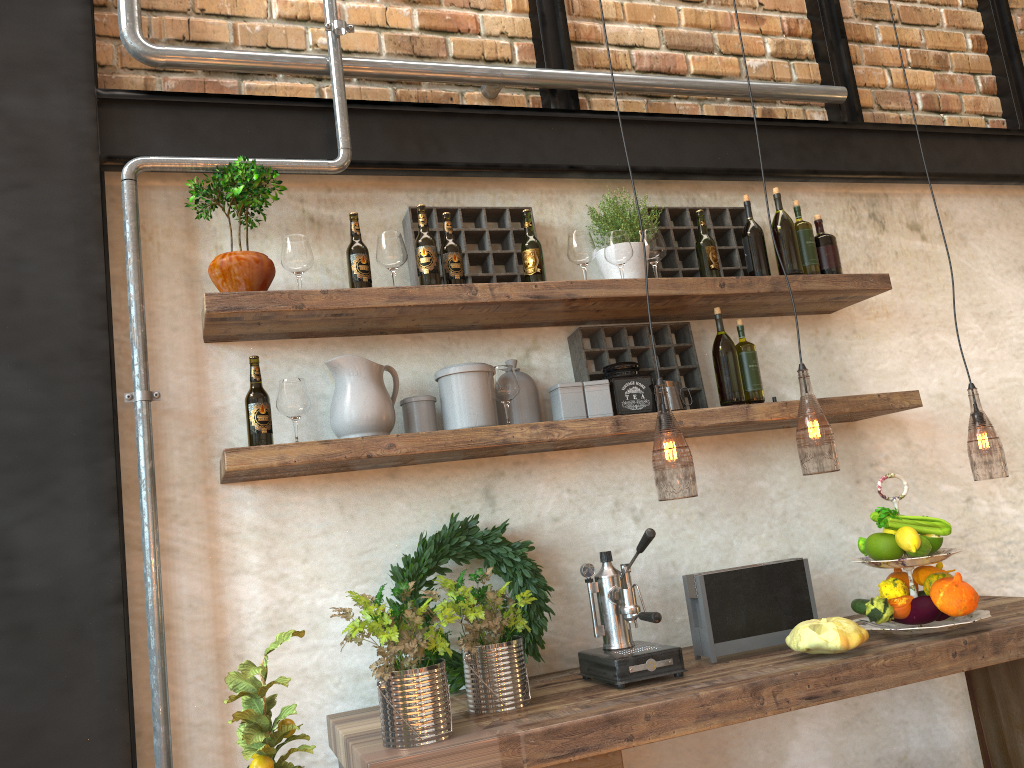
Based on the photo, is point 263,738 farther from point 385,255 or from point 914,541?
point 914,541

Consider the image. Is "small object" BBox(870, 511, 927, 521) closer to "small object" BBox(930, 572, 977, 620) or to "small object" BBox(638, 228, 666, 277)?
"small object" BBox(930, 572, 977, 620)

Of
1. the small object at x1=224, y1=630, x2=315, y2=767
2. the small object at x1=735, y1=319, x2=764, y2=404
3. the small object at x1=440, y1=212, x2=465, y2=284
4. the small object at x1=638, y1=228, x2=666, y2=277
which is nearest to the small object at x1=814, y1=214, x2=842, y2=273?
the small object at x1=735, y1=319, x2=764, y2=404

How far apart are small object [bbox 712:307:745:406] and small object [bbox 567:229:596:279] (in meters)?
0.43

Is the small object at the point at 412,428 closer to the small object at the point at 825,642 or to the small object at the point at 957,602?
the small object at the point at 825,642

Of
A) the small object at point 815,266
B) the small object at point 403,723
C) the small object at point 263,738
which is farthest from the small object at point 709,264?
the small object at point 263,738

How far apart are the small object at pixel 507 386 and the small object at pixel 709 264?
0.7m

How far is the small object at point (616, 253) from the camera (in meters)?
2.64

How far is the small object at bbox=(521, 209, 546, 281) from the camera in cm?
255

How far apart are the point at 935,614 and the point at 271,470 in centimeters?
175cm
